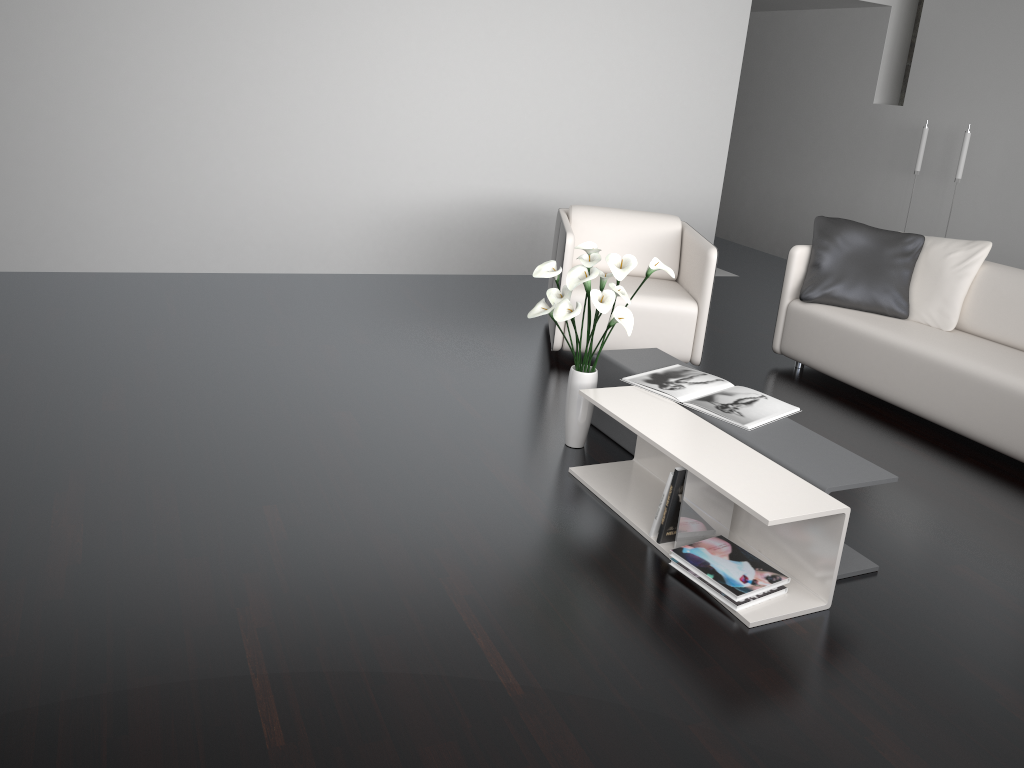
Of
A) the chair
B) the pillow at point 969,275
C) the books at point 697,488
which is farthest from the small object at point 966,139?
the books at point 697,488

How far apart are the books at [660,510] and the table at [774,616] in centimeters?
4cm

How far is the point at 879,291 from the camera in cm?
450

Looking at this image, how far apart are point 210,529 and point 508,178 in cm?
395

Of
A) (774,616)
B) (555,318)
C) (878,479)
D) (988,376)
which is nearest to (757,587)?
(774,616)

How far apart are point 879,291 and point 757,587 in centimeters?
252cm

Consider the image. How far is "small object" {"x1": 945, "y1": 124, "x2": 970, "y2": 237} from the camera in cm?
604

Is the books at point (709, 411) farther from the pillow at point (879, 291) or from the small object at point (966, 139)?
the small object at point (966, 139)

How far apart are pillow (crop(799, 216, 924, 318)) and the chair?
0.6 meters

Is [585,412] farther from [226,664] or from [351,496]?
[226,664]
